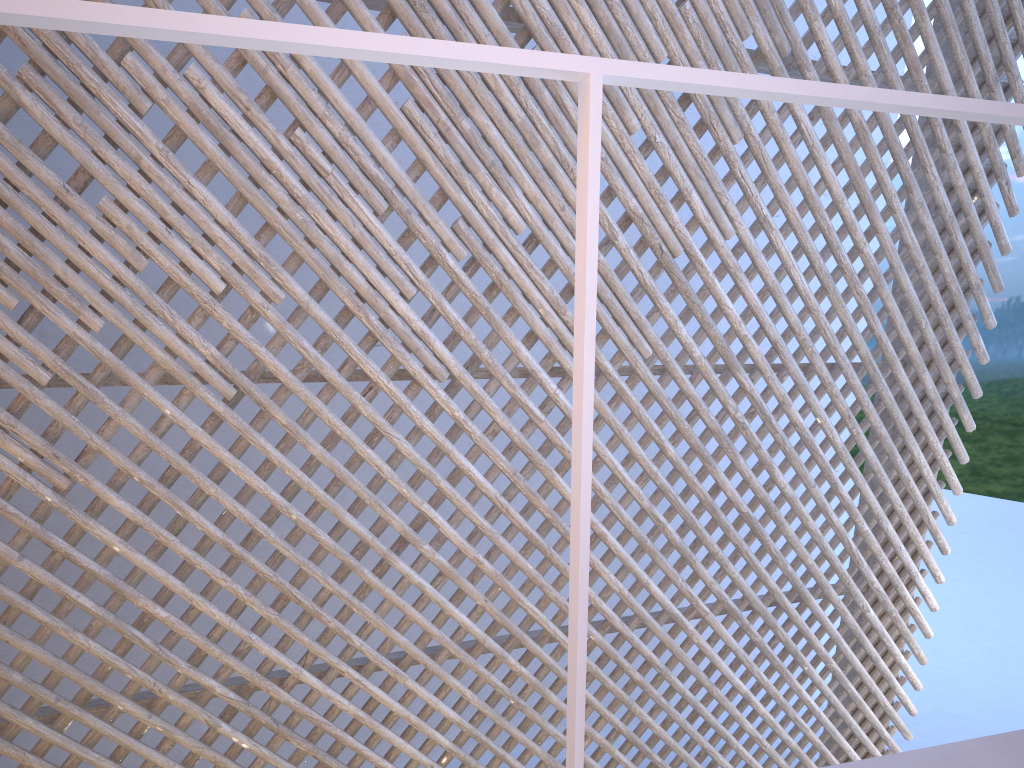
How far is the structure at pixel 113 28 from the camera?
0.47m

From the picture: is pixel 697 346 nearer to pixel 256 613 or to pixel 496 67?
pixel 256 613

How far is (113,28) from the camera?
0.5 meters

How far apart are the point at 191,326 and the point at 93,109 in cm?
49

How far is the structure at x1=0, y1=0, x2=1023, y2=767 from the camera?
0.5 meters
